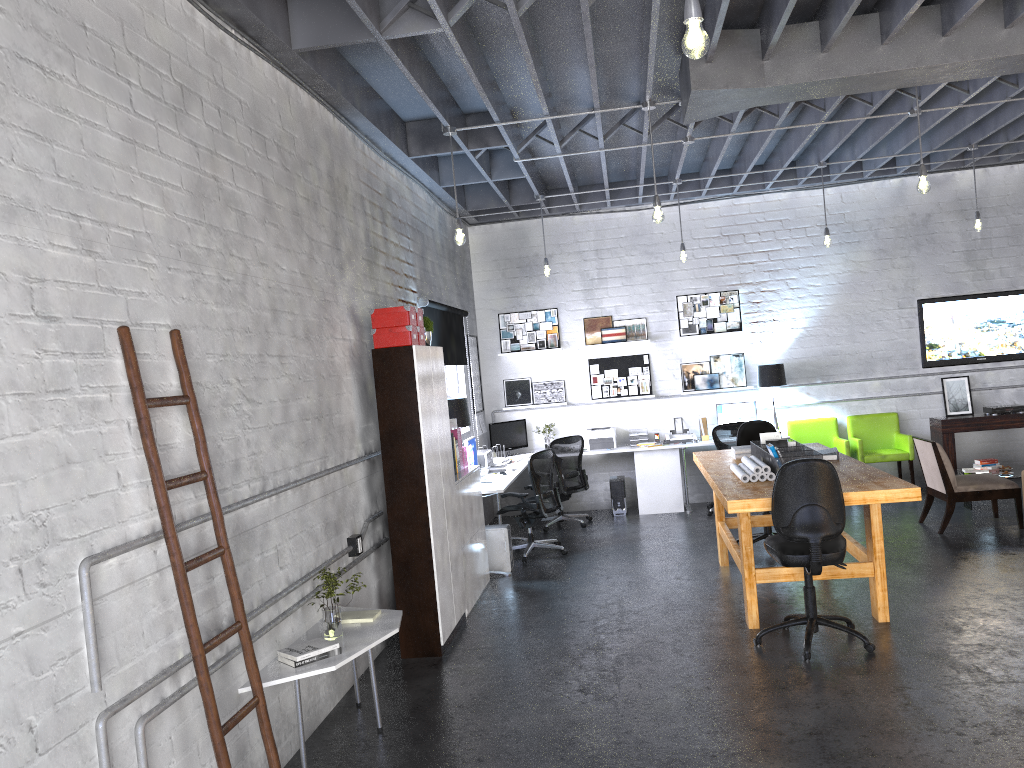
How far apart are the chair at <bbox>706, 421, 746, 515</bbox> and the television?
2.5m

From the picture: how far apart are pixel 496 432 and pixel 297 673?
6.7m

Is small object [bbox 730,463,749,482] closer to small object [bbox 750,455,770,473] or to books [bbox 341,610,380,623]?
small object [bbox 750,455,770,473]

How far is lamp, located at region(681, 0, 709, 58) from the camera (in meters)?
2.90

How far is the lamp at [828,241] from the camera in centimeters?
922cm

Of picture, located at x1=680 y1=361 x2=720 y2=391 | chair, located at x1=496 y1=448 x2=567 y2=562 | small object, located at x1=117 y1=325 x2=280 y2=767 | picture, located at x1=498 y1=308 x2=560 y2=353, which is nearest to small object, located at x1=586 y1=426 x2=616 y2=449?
picture, located at x1=680 y1=361 x2=720 y2=391

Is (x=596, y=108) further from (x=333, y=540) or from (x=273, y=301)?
(x=333, y=540)

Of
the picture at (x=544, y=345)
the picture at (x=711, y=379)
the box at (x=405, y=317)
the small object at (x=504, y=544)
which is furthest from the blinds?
the picture at (x=711, y=379)

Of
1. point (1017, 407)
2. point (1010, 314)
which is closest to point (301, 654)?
point (1017, 407)

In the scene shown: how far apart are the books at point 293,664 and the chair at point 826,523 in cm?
260
